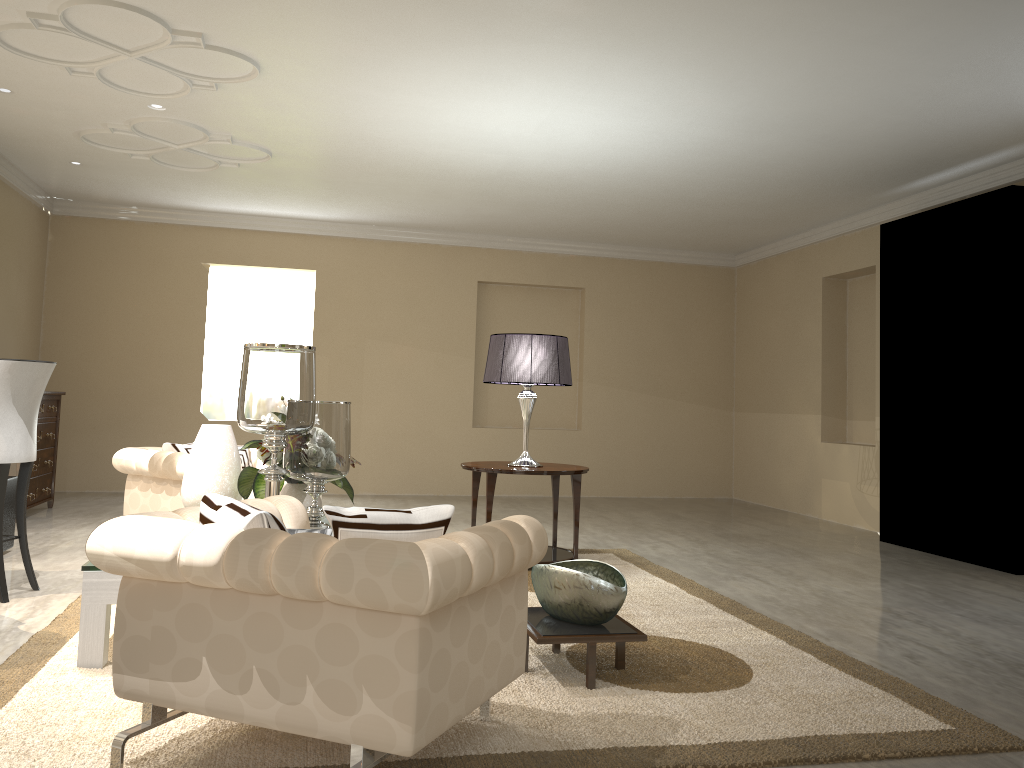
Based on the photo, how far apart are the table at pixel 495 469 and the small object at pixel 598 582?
1.4 meters

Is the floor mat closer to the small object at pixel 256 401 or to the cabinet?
the small object at pixel 256 401

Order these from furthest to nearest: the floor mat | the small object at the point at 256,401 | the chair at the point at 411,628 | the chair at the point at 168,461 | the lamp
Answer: the lamp
the chair at the point at 168,461
the small object at the point at 256,401
the floor mat
the chair at the point at 411,628

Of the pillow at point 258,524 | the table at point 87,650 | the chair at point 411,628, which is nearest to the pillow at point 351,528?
the chair at point 411,628

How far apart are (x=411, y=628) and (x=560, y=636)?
1.0 meters

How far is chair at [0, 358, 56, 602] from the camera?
3.46m

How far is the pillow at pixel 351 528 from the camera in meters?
1.8 m

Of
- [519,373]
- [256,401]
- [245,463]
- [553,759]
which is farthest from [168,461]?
[553,759]

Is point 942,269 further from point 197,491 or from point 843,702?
point 197,491

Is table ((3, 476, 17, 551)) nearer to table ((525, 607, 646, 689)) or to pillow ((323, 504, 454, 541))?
table ((525, 607, 646, 689))
